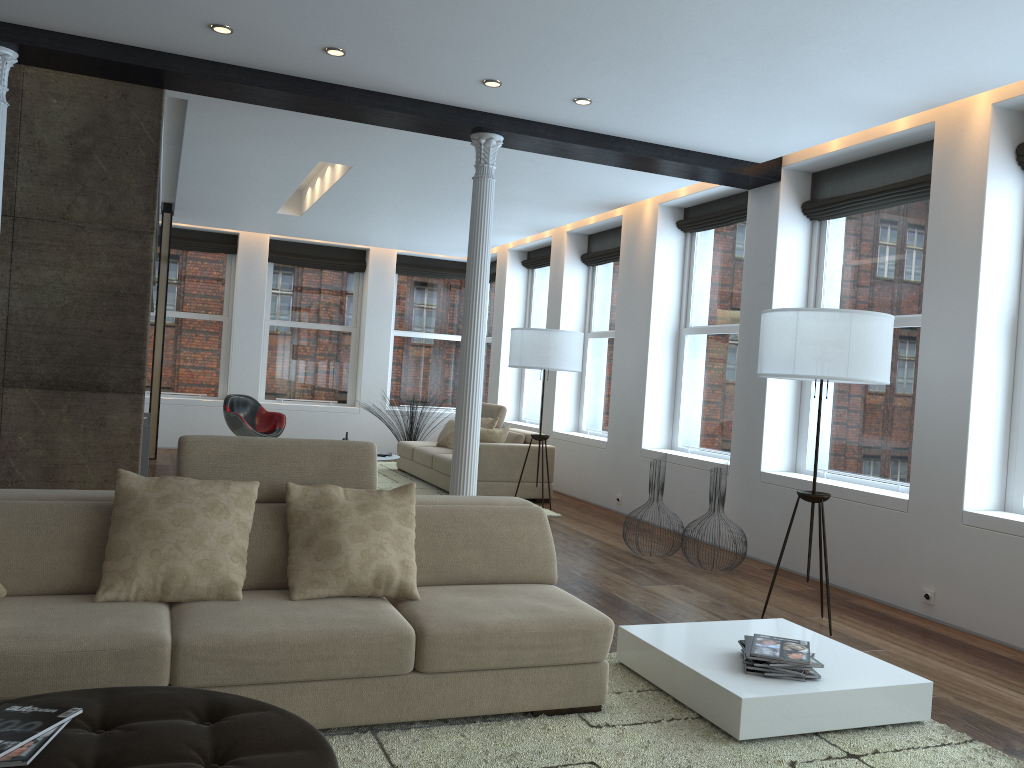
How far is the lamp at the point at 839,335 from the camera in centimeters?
458cm

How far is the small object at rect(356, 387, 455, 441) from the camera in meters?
11.6 m

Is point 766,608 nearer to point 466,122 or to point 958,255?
point 958,255

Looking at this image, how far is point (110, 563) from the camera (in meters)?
3.08

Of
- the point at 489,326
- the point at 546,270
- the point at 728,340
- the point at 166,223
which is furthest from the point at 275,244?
the point at 728,340

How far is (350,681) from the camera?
3.0m

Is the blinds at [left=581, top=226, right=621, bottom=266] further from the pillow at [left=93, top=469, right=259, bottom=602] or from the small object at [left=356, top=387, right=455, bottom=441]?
the pillow at [left=93, top=469, right=259, bottom=602]

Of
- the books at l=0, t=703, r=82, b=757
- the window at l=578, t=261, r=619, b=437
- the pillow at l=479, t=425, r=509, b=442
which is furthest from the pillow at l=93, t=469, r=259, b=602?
the window at l=578, t=261, r=619, b=437

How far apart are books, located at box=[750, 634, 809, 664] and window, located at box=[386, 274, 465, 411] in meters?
10.2 m

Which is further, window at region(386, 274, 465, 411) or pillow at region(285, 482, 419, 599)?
window at region(386, 274, 465, 411)
